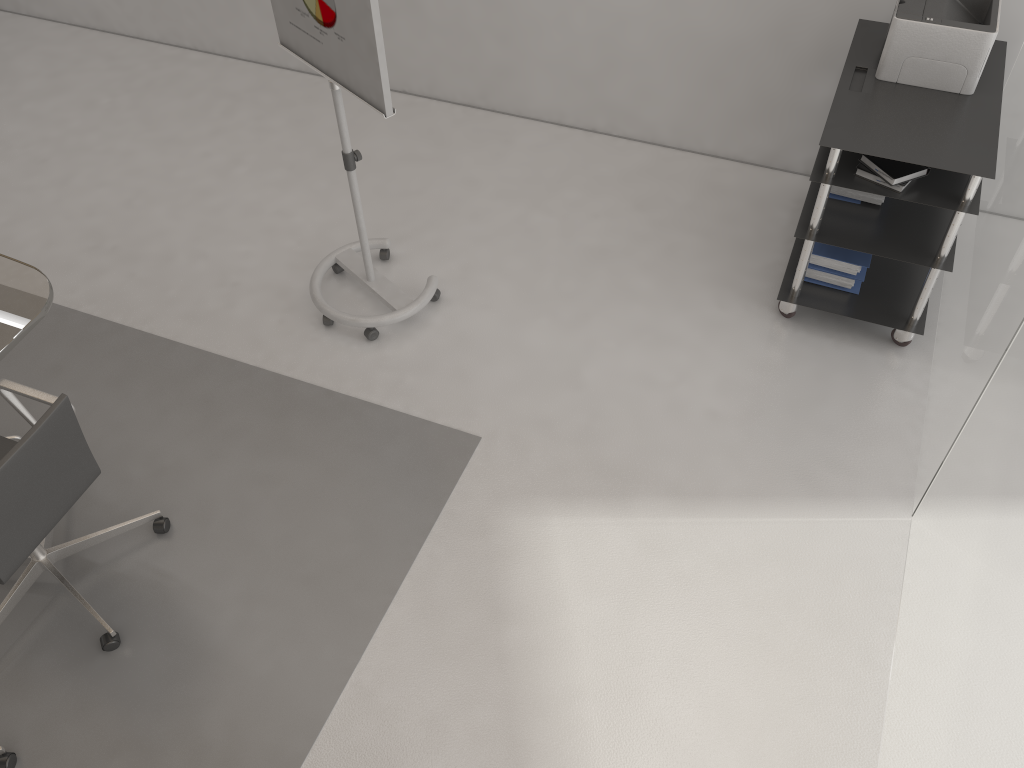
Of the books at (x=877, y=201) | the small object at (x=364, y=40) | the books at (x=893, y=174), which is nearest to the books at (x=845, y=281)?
the books at (x=877, y=201)

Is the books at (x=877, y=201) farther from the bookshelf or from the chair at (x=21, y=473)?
the chair at (x=21, y=473)

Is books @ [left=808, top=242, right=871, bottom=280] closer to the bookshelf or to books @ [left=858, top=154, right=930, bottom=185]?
the bookshelf

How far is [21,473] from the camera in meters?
2.4

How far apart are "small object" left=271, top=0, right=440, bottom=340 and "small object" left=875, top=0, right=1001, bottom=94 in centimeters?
182cm

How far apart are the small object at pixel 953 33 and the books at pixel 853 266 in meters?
0.7 m

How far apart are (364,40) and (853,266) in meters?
2.1 m

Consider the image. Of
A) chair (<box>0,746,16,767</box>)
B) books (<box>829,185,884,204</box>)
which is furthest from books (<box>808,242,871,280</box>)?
chair (<box>0,746,16,767</box>)

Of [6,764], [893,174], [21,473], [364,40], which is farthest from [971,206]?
[6,764]

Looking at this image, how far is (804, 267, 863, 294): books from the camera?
3.6m
